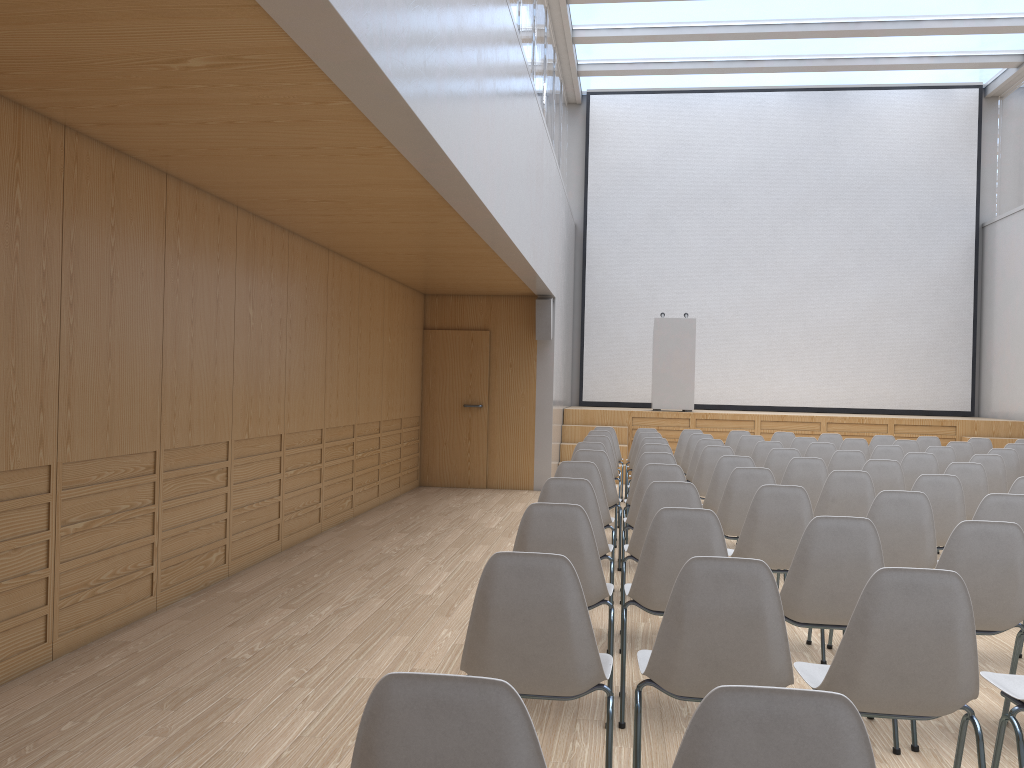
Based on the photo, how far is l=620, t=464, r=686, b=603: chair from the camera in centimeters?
537cm

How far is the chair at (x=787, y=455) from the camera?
7.2 meters

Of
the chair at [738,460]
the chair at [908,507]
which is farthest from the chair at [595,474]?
the chair at [908,507]

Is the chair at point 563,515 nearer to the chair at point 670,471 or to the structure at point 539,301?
the chair at point 670,471

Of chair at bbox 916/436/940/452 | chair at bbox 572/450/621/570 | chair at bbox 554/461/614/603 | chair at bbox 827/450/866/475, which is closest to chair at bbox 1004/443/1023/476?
chair at bbox 916/436/940/452

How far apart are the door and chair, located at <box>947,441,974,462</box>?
5.37m

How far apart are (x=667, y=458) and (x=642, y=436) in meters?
3.0

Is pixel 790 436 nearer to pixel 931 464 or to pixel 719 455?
pixel 931 464

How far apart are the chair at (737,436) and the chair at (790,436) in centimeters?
40cm

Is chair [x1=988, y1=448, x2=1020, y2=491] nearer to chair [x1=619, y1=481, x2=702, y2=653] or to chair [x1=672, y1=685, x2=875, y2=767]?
chair [x1=619, y1=481, x2=702, y2=653]
